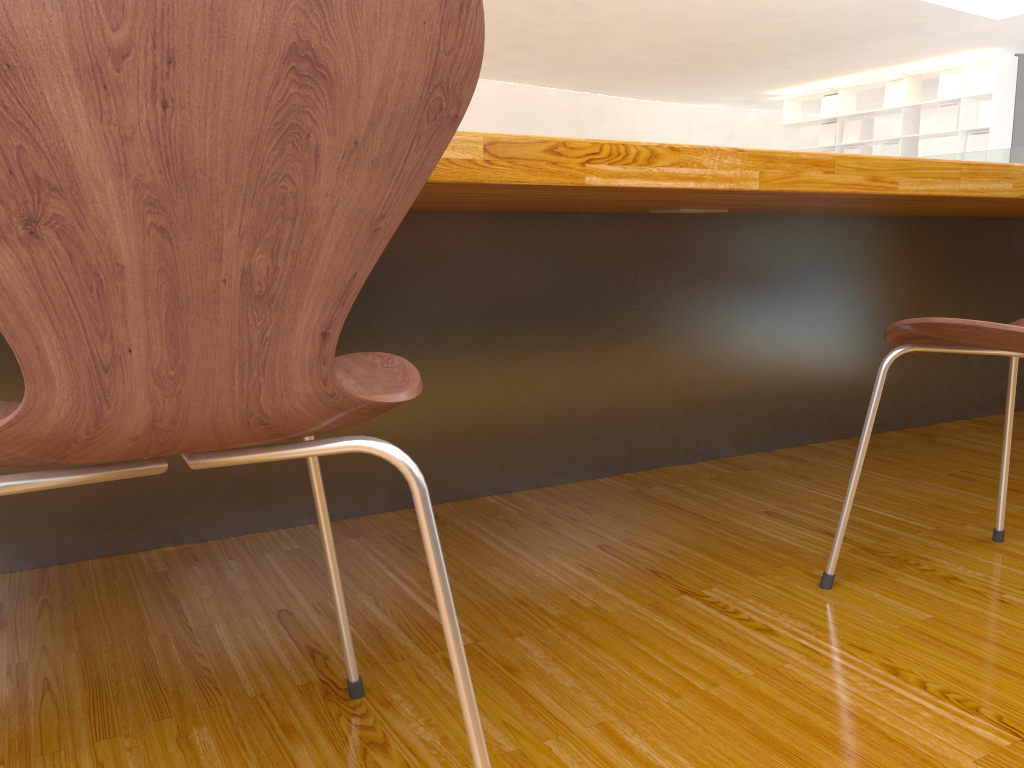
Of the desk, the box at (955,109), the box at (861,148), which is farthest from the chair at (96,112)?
the box at (861,148)

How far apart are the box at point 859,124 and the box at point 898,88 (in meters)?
0.39

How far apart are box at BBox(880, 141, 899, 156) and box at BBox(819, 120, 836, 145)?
0.7m

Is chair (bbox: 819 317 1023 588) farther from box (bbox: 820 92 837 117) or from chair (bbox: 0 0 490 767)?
box (bbox: 820 92 837 117)

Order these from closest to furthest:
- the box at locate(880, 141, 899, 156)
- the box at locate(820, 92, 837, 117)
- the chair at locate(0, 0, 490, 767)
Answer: the chair at locate(0, 0, 490, 767)
the box at locate(880, 141, 899, 156)
the box at locate(820, 92, 837, 117)

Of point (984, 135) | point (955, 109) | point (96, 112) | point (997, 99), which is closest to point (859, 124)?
point (955, 109)

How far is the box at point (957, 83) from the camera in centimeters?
928cm

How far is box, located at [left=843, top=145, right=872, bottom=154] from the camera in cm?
1044

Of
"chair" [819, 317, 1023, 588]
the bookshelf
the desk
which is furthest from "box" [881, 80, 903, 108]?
"chair" [819, 317, 1023, 588]

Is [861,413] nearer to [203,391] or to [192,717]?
[192,717]
